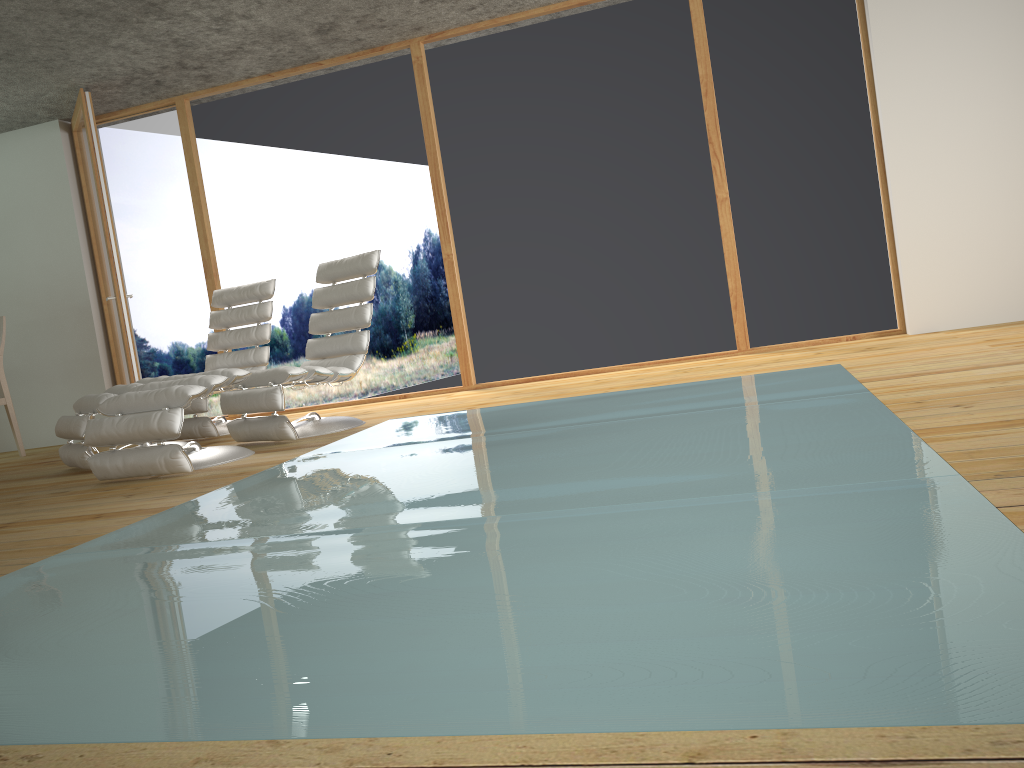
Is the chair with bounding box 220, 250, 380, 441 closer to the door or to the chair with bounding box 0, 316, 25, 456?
the door

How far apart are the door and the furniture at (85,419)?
1.1m

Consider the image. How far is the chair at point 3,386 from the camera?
6.3m

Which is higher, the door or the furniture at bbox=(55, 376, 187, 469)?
the door

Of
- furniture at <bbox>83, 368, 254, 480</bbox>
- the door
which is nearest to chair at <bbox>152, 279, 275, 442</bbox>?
the door

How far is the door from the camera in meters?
6.0

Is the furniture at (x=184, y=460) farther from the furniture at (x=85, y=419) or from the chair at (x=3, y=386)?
the chair at (x=3, y=386)

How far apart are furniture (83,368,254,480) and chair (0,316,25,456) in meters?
2.7

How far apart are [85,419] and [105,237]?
1.97m

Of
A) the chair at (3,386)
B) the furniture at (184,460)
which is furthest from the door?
the furniture at (184,460)
